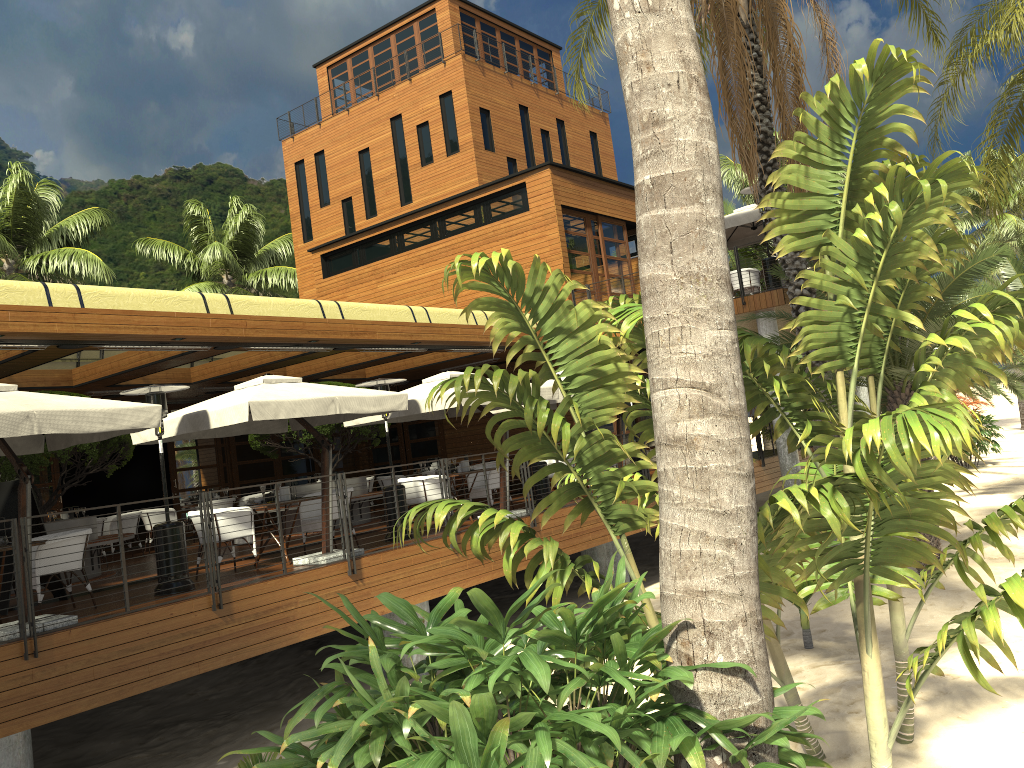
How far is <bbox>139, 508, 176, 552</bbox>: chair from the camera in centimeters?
1617cm

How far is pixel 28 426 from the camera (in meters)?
7.50

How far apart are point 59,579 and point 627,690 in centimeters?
761cm

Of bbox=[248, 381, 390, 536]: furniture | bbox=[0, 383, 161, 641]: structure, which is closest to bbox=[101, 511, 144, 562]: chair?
bbox=[248, 381, 390, 536]: furniture

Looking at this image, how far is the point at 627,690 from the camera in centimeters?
329cm

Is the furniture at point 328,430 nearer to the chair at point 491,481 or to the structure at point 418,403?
the structure at point 418,403

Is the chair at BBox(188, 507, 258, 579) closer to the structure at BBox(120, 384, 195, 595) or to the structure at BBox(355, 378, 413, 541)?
the structure at BBox(120, 384, 195, 595)

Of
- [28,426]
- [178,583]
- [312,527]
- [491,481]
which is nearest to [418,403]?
[491,481]

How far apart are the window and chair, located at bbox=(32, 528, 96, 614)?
9.4 meters

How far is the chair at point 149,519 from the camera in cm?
1617
